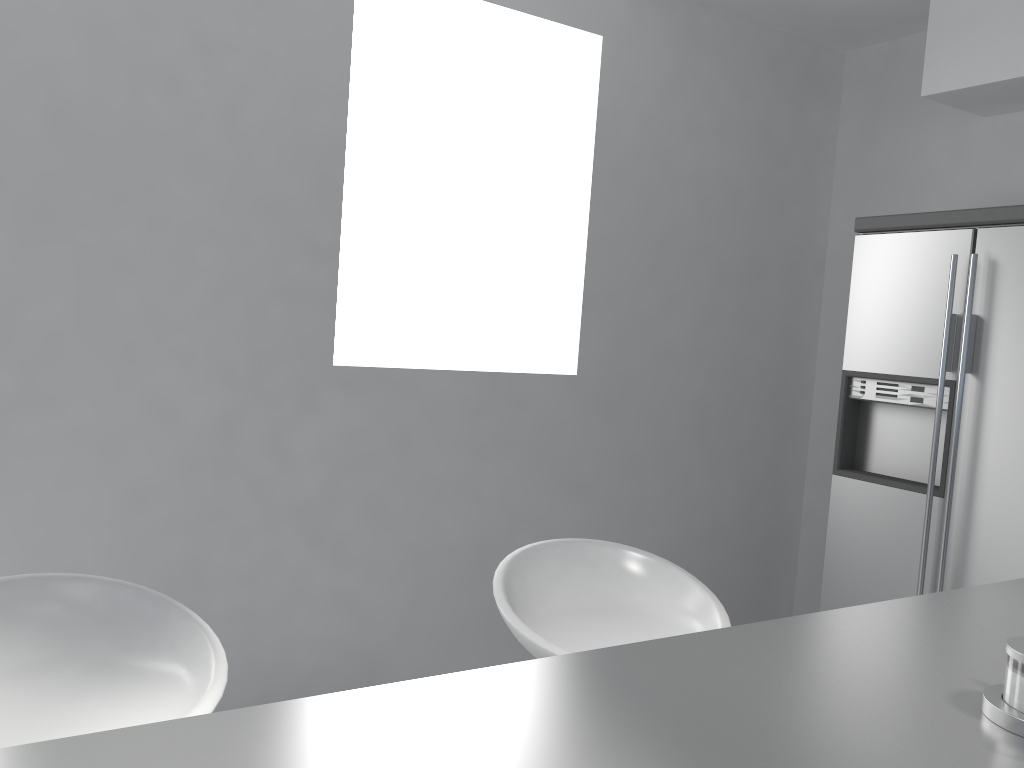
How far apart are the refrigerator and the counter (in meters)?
1.41

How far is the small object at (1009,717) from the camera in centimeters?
89cm

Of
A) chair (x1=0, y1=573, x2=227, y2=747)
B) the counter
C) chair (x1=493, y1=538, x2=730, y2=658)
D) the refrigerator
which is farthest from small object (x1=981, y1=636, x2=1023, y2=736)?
the refrigerator

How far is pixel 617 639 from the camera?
1.65m

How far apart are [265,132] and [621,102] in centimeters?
143cm

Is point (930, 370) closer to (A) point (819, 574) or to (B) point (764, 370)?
(B) point (764, 370)

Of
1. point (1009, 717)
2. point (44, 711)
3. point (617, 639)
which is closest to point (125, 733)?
point (44, 711)

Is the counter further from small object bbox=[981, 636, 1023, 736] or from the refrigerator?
the refrigerator

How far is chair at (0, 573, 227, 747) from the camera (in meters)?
1.20

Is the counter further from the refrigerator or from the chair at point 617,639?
the refrigerator
